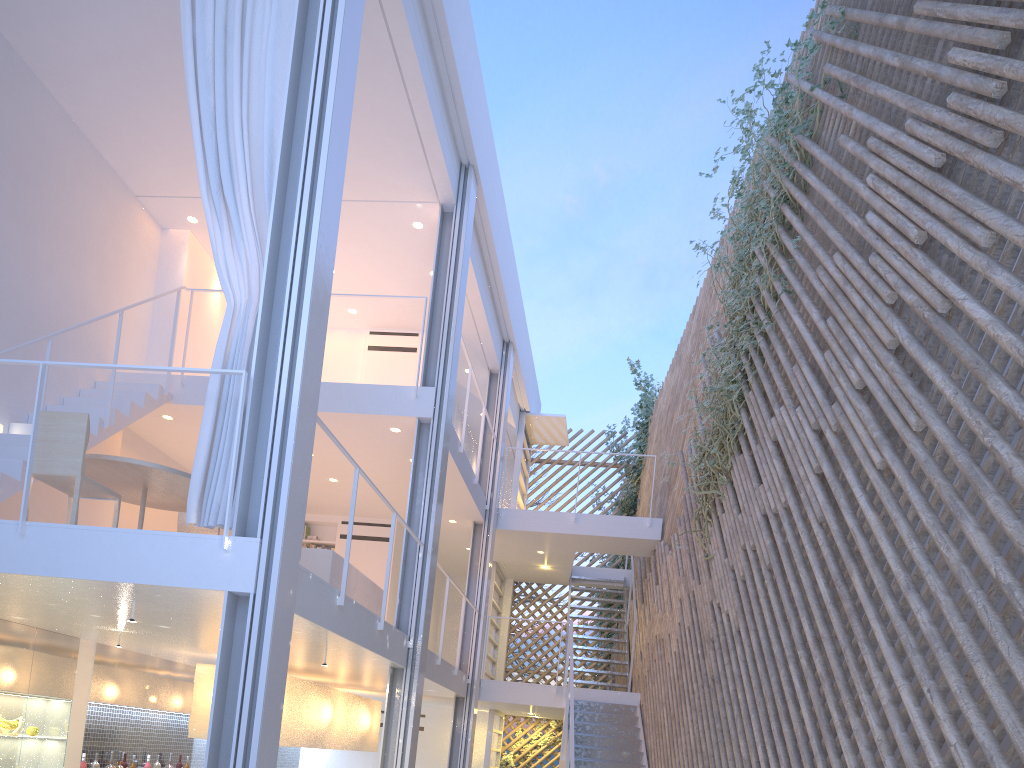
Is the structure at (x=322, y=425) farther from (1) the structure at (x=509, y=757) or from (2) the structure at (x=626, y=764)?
(1) the structure at (x=509, y=757)

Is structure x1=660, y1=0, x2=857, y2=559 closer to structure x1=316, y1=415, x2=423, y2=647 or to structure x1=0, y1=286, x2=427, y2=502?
structure x1=316, y1=415, x2=423, y2=647

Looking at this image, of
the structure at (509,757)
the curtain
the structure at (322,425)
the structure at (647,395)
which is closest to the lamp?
the structure at (322,425)

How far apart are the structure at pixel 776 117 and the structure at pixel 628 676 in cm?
225

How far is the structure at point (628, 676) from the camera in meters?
6.3 m

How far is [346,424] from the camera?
4.80m

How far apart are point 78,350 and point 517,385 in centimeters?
383cm

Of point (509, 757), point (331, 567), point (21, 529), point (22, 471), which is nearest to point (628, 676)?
point (509, 757)

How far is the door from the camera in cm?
749

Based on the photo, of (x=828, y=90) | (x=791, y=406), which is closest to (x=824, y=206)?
(x=828, y=90)
